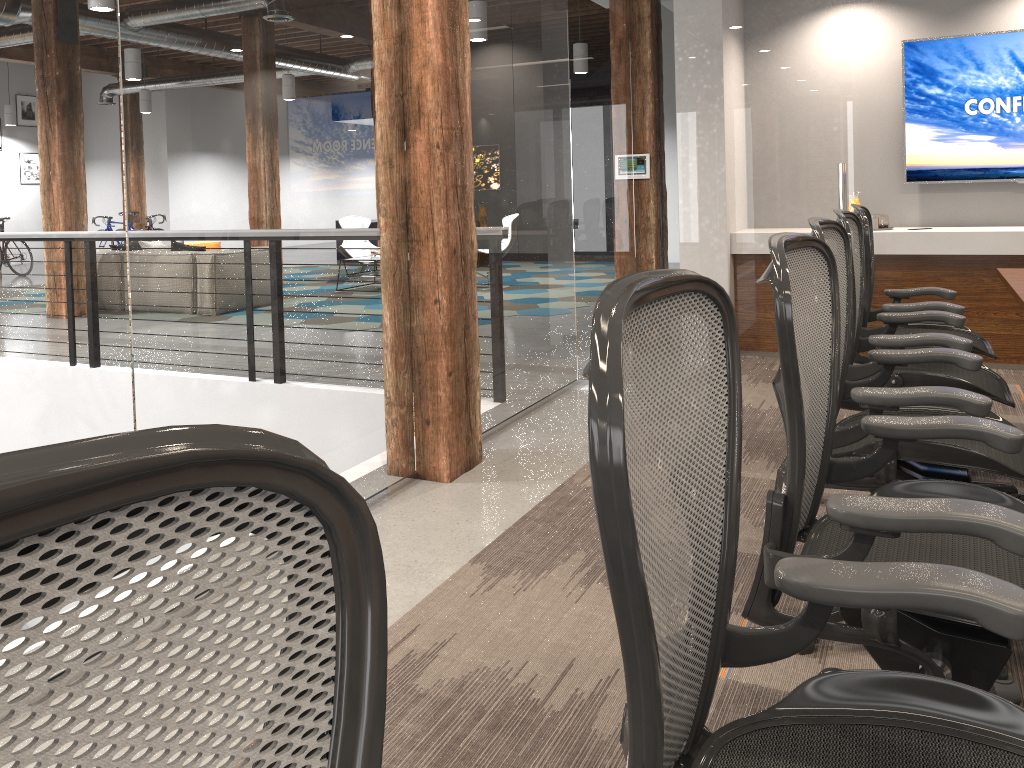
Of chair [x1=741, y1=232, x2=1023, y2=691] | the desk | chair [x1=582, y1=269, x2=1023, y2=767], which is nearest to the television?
the desk

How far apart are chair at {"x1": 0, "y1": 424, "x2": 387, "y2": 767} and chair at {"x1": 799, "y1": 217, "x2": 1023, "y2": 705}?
1.86m

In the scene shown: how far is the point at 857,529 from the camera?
1.4m

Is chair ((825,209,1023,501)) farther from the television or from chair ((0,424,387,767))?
the television

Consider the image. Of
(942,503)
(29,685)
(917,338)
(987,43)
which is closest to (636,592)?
(29,685)

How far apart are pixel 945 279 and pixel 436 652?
4.67m

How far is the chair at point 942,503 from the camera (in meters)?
1.37

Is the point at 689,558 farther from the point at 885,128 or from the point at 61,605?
the point at 885,128

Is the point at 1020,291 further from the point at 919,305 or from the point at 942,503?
the point at 942,503

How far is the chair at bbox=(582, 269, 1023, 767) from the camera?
0.7m
